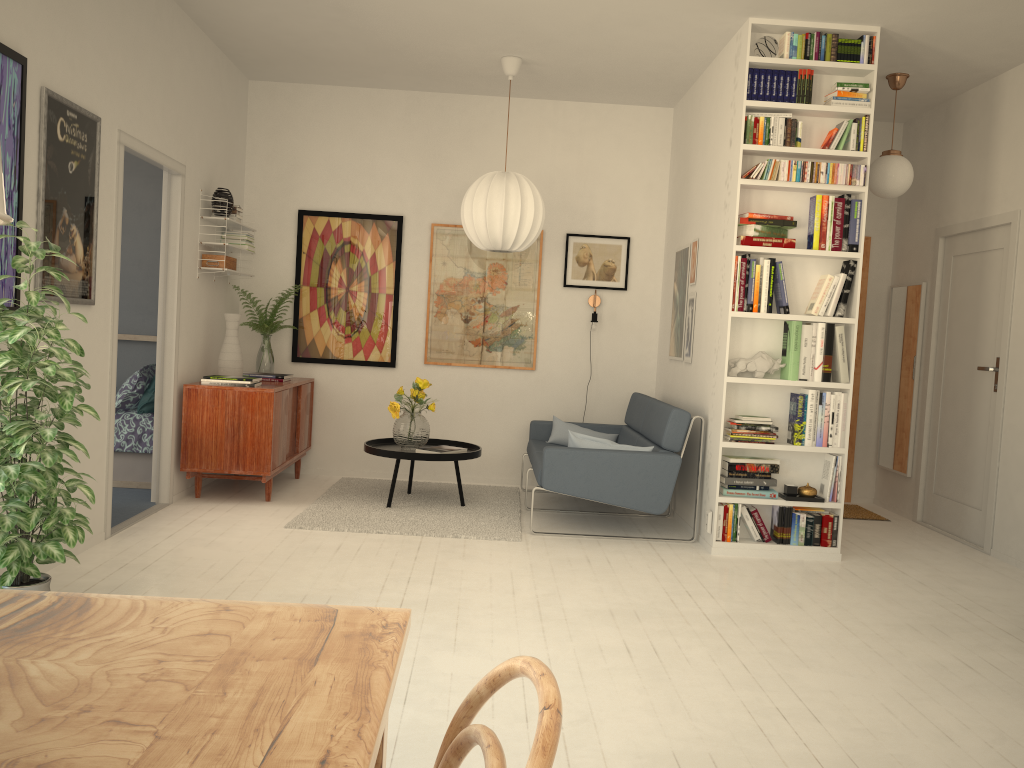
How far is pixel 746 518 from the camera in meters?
4.9 m

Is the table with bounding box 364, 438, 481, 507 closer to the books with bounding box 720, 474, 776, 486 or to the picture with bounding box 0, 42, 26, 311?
the books with bounding box 720, 474, 776, 486

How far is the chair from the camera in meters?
0.7

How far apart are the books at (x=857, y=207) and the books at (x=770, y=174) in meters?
0.1 m

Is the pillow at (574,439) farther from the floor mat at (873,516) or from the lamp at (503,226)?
the floor mat at (873,516)

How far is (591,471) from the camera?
5.0 meters

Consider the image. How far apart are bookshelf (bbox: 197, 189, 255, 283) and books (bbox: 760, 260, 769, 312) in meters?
3.3 m

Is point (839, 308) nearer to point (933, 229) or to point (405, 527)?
point (933, 229)

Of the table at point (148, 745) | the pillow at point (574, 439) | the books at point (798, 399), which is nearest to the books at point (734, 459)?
the books at point (798, 399)

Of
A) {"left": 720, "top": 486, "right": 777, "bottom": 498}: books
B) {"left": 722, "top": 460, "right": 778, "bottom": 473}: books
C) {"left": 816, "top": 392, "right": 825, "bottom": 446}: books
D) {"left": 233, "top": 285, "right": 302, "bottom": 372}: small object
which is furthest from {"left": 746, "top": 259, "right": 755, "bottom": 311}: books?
{"left": 233, "top": 285, "right": 302, "bottom": 372}: small object
